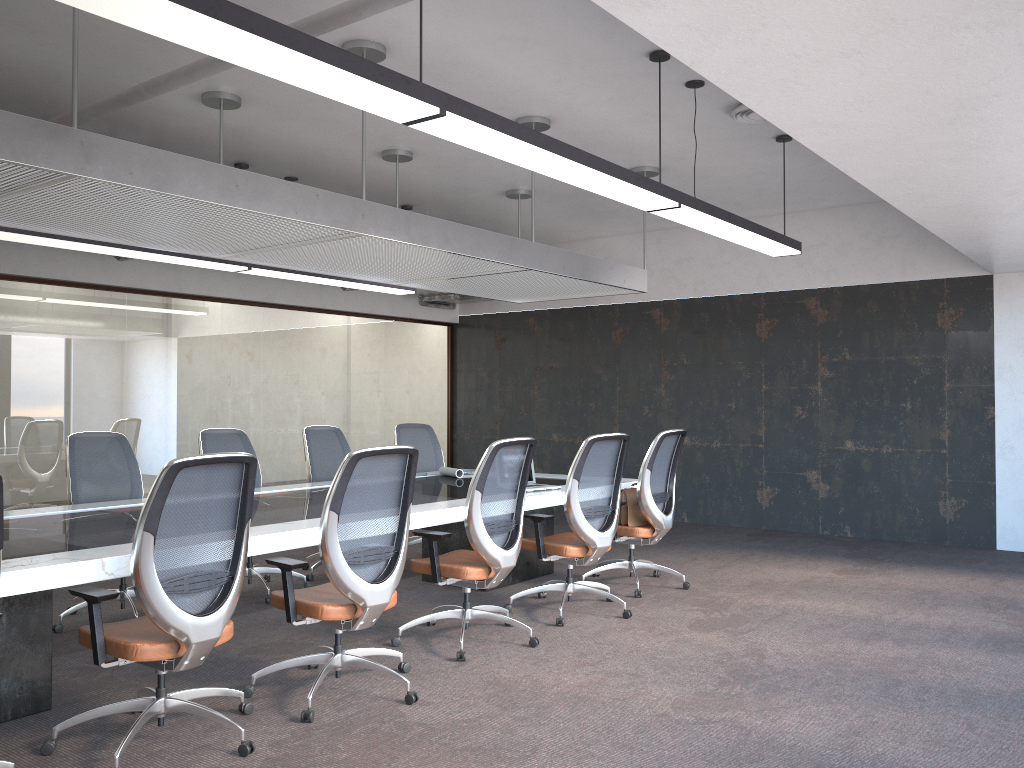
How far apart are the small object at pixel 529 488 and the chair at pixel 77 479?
2.6m

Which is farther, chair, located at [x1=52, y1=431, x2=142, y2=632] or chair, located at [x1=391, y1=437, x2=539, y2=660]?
chair, located at [x1=52, y1=431, x2=142, y2=632]

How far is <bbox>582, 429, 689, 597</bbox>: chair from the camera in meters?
6.2

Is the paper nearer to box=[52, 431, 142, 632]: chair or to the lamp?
the lamp

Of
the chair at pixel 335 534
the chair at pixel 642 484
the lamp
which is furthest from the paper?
the chair at pixel 335 534

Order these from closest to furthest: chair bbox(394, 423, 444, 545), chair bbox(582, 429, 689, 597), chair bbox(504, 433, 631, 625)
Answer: chair bbox(504, 433, 631, 625), chair bbox(582, 429, 689, 597), chair bbox(394, 423, 444, 545)

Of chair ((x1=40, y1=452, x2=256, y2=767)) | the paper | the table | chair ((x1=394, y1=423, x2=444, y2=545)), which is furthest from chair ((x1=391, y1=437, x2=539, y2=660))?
chair ((x1=394, y1=423, x2=444, y2=545))

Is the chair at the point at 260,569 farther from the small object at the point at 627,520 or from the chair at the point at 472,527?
the small object at the point at 627,520

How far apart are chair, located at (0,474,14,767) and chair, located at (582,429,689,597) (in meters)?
4.03

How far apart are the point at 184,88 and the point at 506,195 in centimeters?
343cm
